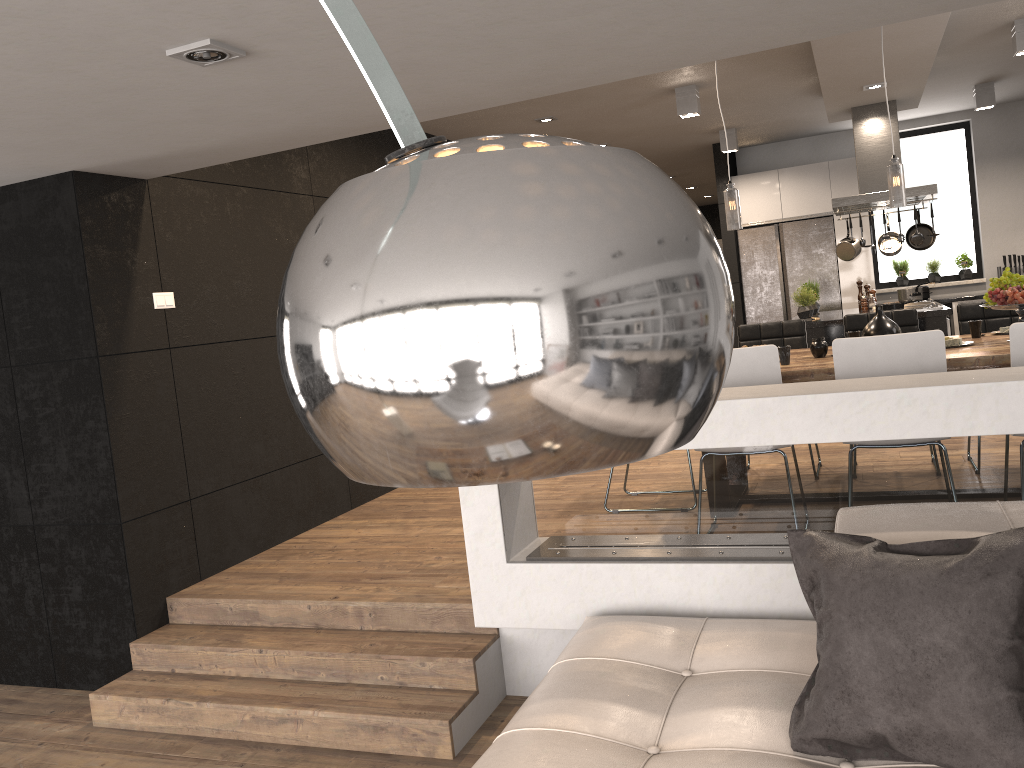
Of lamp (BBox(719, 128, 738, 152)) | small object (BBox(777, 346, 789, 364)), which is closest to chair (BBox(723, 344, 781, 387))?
small object (BBox(777, 346, 789, 364))

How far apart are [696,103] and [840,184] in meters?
3.3 m

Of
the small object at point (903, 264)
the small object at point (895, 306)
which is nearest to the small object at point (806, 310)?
the small object at point (895, 306)

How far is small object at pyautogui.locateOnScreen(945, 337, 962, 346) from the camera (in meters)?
4.41

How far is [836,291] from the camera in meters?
9.4

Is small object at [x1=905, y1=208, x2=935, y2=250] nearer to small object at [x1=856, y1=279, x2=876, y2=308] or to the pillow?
small object at [x1=856, y1=279, x2=876, y2=308]

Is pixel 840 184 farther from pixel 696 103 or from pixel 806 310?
pixel 696 103

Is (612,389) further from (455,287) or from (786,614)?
(786,614)

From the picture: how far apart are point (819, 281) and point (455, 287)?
9.6 meters

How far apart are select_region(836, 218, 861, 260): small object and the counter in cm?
181
